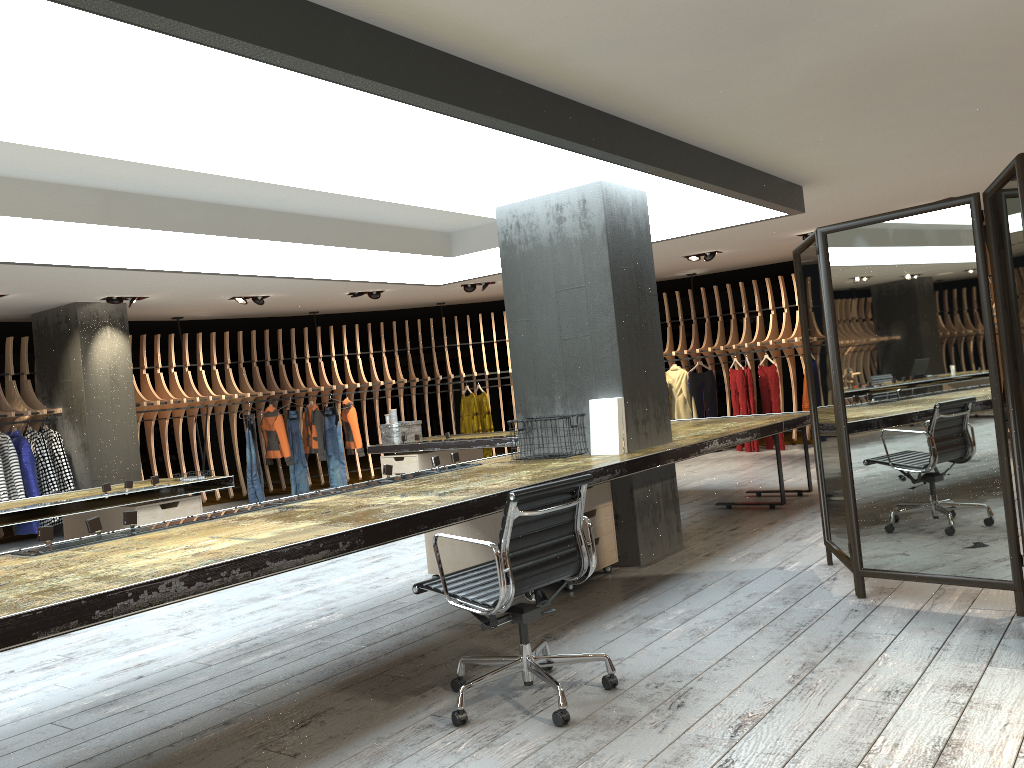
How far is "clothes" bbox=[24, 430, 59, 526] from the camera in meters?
10.2 m

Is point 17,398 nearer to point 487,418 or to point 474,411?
point 474,411

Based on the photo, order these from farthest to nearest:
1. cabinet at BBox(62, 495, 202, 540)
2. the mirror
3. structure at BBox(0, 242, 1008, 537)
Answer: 1. structure at BBox(0, 242, 1008, 537)
2. cabinet at BBox(62, 495, 202, 540)
3. the mirror

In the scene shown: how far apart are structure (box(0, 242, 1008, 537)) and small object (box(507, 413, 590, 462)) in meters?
7.4 m

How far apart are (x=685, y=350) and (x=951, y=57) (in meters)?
8.48

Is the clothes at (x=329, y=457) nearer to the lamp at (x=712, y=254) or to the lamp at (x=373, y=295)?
the lamp at (x=373, y=295)

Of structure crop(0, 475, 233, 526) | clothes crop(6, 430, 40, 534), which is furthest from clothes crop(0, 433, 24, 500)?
structure crop(0, 475, 233, 526)

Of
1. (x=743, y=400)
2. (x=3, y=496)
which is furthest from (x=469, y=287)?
(x=3, y=496)

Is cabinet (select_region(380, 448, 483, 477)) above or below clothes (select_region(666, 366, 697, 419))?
below

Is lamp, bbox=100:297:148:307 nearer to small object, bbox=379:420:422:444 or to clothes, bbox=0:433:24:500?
clothes, bbox=0:433:24:500
